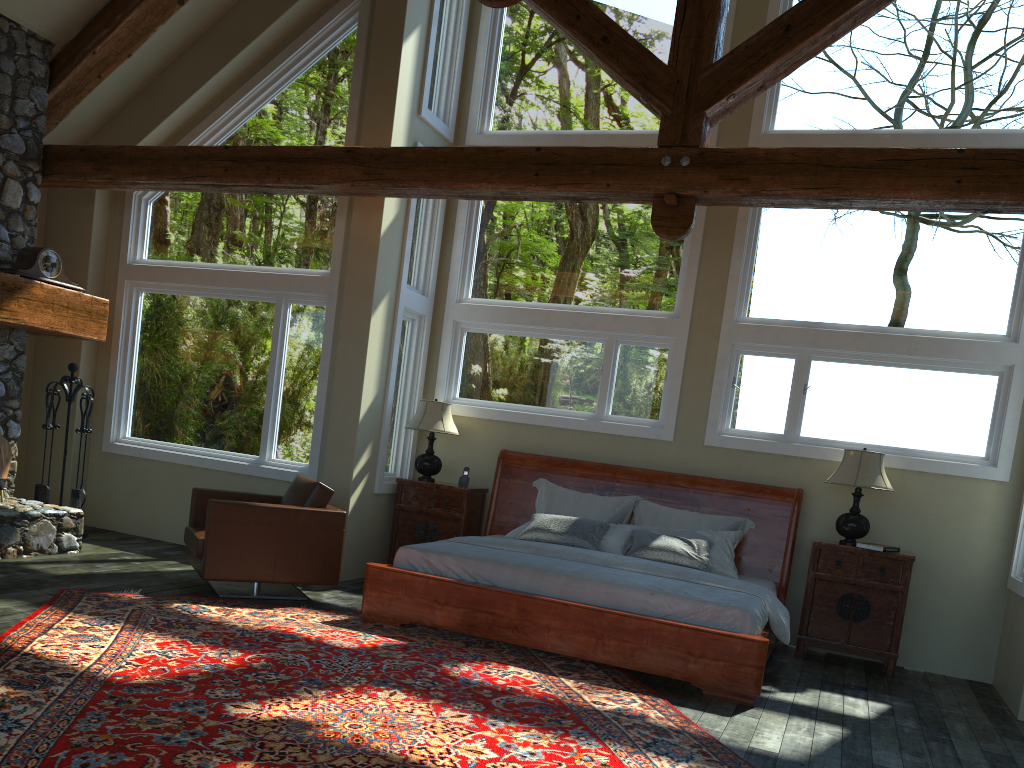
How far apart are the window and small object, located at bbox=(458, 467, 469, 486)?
0.6 meters

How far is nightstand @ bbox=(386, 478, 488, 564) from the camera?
7.8 meters

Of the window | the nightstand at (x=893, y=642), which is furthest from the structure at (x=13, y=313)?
the nightstand at (x=893, y=642)

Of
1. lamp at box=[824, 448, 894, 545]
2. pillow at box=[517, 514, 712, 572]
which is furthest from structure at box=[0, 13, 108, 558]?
lamp at box=[824, 448, 894, 545]

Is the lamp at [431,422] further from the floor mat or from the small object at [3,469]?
the small object at [3,469]

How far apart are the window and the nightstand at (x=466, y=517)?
0.1 meters

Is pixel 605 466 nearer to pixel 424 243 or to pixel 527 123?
pixel 424 243

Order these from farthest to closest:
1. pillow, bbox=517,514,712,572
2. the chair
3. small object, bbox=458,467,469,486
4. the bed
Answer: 1. small object, bbox=458,467,469,486
2. pillow, bbox=517,514,712,572
3. the chair
4. the bed

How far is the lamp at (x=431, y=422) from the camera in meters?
7.9 m

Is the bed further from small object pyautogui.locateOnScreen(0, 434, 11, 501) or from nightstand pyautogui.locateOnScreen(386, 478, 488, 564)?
small object pyautogui.locateOnScreen(0, 434, 11, 501)
